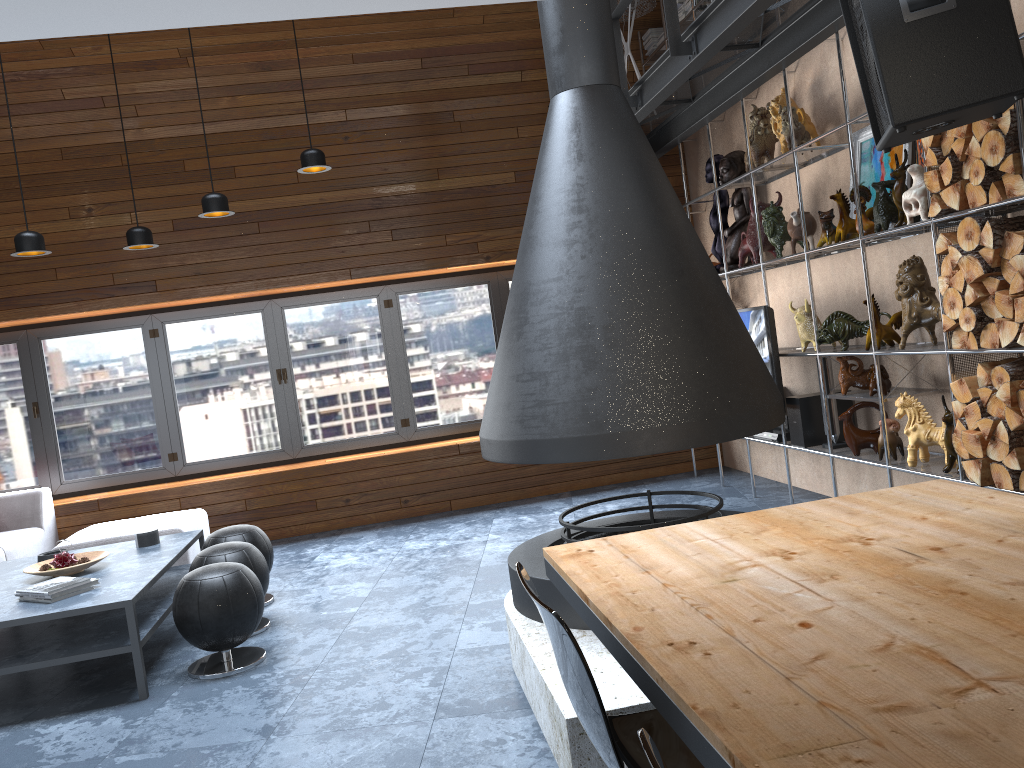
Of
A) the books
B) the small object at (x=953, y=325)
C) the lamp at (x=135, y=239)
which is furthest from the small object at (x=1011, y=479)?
the lamp at (x=135, y=239)

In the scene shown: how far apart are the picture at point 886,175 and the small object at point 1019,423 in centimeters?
158cm

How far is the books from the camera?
3.9 meters

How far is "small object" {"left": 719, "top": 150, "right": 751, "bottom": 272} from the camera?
6.1m

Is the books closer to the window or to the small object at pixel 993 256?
the window

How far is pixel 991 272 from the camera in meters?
3.5

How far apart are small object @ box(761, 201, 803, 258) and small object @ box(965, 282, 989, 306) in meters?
1.7

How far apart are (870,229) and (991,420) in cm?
128

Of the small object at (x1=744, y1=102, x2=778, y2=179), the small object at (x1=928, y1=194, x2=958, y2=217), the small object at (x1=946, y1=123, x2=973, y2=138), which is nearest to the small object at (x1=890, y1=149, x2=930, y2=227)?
the small object at (x1=928, y1=194, x2=958, y2=217)

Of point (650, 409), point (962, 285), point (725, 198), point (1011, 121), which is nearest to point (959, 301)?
point (962, 285)
